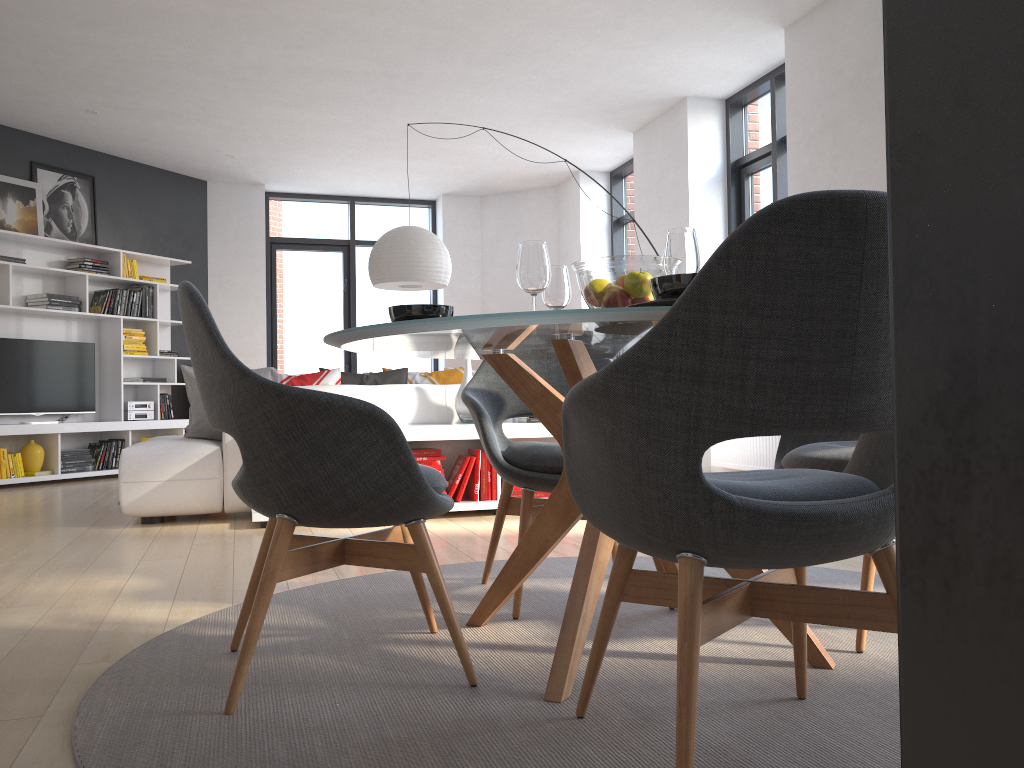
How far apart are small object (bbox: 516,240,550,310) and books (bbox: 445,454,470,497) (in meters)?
2.82

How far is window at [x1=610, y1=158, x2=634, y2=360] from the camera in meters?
9.1 m

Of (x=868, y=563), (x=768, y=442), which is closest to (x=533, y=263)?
(x=868, y=563)

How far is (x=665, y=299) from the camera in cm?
163

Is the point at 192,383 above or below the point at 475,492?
above

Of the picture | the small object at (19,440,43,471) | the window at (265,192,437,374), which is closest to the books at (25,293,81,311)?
the picture

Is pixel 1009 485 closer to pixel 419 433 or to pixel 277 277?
pixel 419 433

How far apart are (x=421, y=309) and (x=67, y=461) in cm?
647

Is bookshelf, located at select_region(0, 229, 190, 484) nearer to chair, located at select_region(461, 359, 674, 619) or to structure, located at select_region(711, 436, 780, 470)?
structure, located at select_region(711, 436, 780, 470)

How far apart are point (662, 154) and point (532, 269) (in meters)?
5.71
